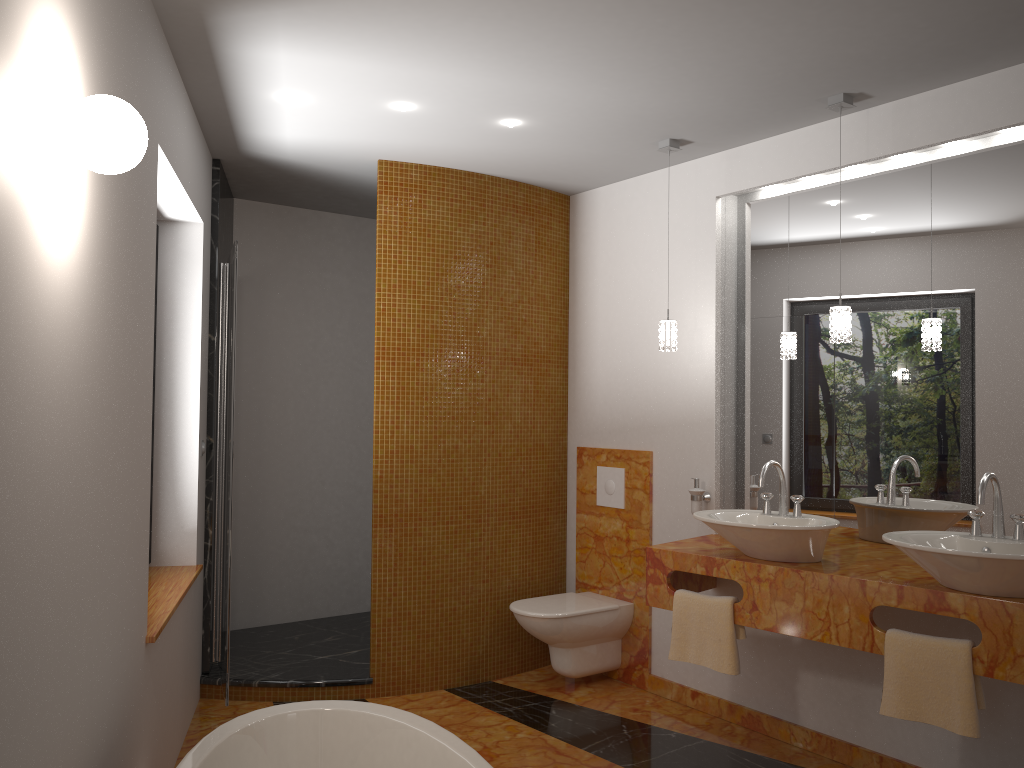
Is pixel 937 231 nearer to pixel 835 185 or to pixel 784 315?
pixel 835 185

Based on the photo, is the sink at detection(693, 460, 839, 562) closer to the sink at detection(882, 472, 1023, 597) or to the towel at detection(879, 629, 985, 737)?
the sink at detection(882, 472, 1023, 597)

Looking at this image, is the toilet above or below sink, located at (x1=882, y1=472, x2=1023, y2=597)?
below

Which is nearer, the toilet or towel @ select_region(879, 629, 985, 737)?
towel @ select_region(879, 629, 985, 737)

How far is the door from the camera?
3.5 meters

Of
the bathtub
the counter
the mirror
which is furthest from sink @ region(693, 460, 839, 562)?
the bathtub

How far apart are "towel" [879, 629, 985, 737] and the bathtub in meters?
1.4 m

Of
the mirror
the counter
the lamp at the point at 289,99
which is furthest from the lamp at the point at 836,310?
the counter

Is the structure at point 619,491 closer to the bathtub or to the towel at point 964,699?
the towel at point 964,699

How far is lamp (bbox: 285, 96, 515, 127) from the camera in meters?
3.3 m
